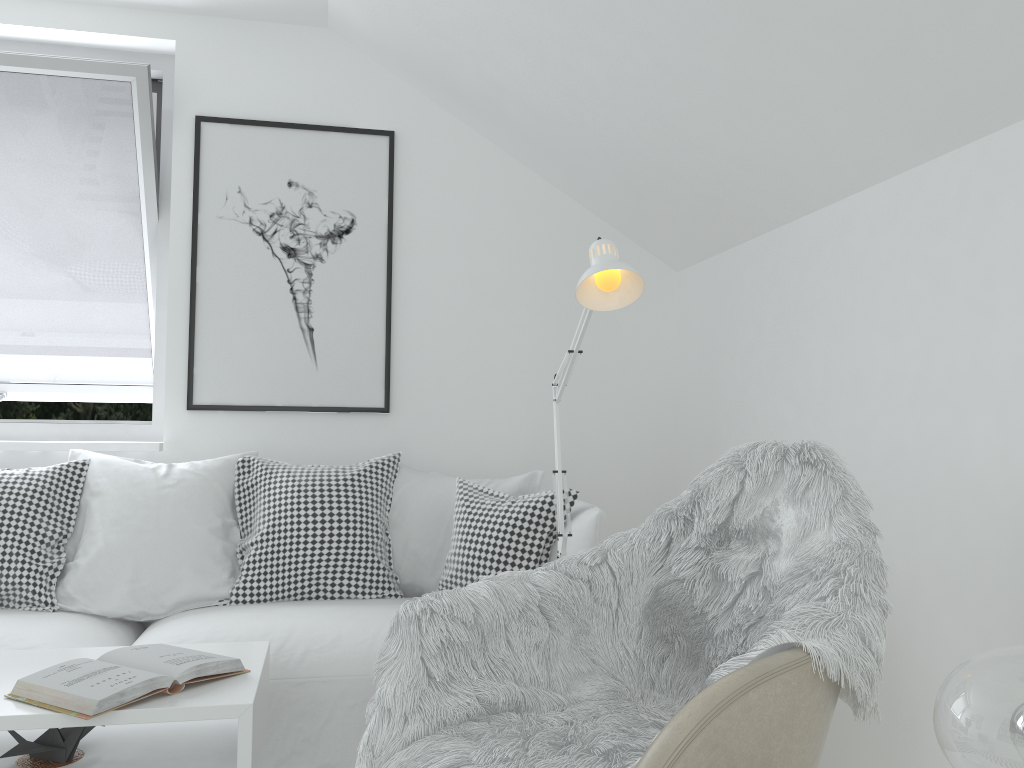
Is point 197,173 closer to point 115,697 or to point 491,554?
point 491,554

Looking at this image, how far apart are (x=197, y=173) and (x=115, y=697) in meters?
2.2 m

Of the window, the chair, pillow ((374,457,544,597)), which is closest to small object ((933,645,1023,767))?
the chair

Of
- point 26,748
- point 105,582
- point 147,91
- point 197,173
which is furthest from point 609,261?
point 147,91

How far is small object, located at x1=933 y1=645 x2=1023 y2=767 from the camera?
0.7 meters

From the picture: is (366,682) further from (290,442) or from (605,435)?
(605,435)

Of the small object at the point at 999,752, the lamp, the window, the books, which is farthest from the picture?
the small object at the point at 999,752

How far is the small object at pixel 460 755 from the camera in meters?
1.4

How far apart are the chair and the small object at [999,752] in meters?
0.4 m

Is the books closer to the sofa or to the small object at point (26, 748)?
the small object at point (26, 748)
